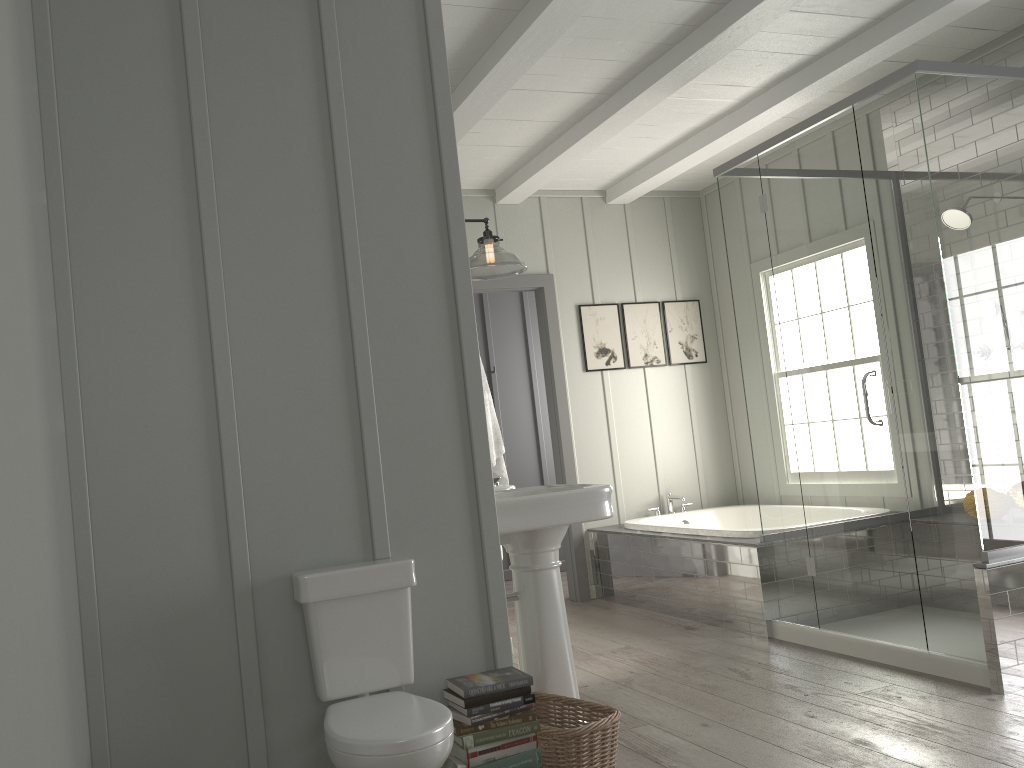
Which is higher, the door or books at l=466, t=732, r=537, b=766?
the door

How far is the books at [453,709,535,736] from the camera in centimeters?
239cm

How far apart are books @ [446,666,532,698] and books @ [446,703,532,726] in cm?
7

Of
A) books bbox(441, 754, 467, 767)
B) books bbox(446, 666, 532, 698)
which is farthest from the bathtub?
books bbox(441, 754, 467, 767)

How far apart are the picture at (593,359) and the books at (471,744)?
3.8 meters

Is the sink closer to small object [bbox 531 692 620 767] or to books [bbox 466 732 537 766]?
small object [bbox 531 692 620 767]

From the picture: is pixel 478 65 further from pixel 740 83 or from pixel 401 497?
pixel 401 497

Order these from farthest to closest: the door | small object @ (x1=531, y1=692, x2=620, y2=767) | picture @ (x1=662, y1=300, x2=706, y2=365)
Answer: picture @ (x1=662, y1=300, x2=706, y2=365) → the door → small object @ (x1=531, y1=692, x2=620, y2=767)

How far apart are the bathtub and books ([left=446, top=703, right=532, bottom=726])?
2.52m

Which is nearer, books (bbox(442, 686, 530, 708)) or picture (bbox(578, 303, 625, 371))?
books (bbox(442, 686, 530, 708))
